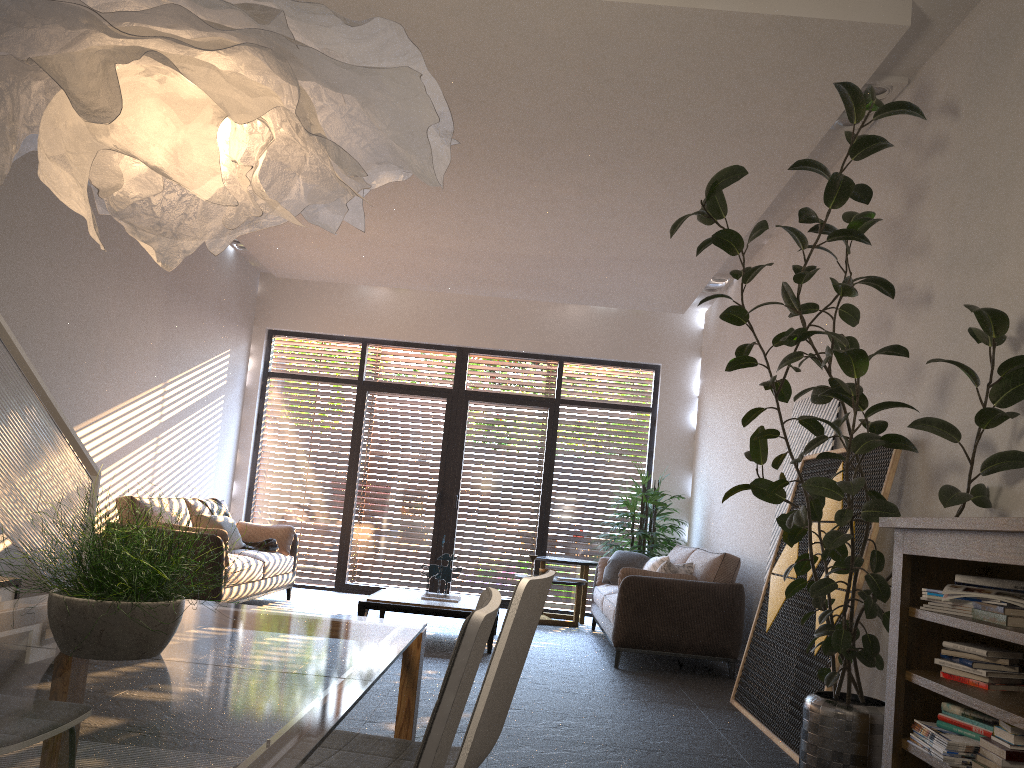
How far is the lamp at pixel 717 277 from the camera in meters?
8.6 m

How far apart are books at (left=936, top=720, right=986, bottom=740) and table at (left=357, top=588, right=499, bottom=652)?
3.99m

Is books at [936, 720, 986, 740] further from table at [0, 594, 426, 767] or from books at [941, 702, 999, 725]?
table at [0, 594, 426, 767]

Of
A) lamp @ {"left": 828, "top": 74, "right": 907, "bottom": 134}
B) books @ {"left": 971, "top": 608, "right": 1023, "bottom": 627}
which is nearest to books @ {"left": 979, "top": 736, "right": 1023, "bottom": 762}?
books @ {"left": 971, "top": 608, "right": 1023, "bottom": 627}

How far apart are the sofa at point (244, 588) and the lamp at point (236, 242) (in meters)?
2.86

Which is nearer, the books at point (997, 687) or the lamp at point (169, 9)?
the lamp at point (169, 9)

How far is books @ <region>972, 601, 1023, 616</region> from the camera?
2.7 meters

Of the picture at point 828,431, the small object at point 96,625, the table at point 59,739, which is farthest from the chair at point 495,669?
the picture at point 828,431

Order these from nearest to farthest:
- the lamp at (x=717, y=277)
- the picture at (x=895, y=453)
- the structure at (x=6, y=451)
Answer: the structure at (x=6, y=451) → the picture at (x=895, y=453) → the lamp at (x=717, y=277)

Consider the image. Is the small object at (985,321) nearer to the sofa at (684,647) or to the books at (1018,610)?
the books at (1018,610)
